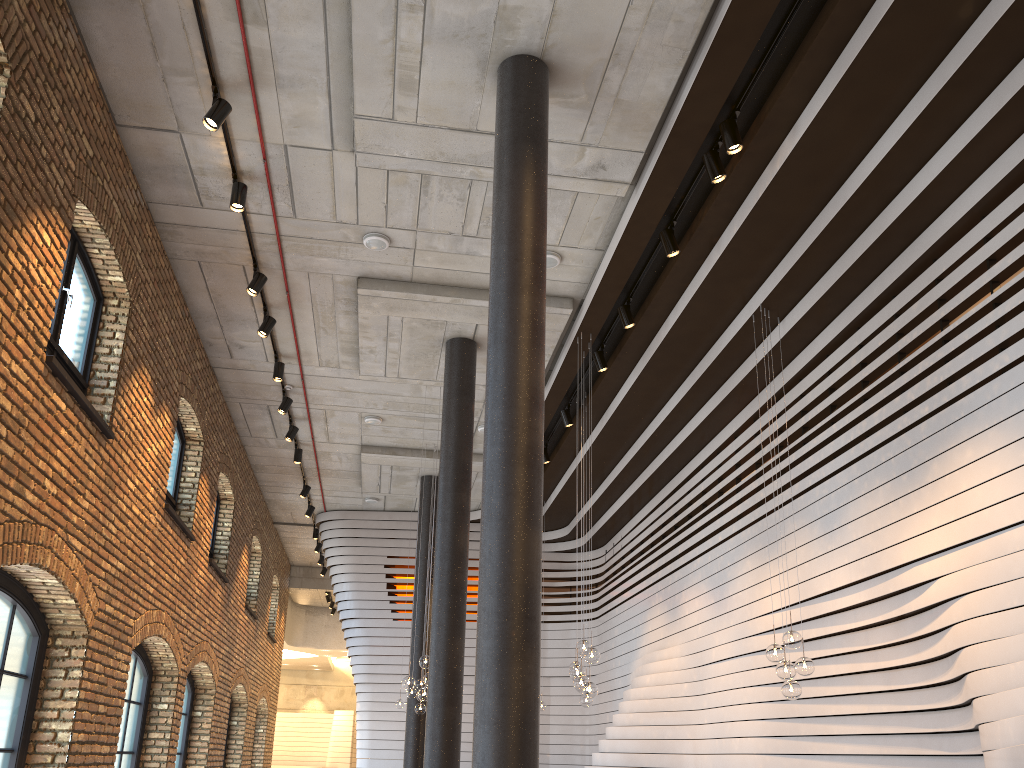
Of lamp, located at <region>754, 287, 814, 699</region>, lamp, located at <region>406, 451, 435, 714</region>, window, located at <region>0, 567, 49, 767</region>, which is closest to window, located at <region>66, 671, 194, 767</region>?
lamp, located at <region>406, 451, 435, 714</region>

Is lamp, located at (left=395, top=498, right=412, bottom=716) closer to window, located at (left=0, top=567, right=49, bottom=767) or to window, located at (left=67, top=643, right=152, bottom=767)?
window, located at (left=67, top=643, right=152, bottom=767)

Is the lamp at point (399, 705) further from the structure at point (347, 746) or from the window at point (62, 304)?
the structure at point (347, 746)

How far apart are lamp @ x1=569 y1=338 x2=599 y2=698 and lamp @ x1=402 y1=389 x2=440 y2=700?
2.20m

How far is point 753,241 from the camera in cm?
804

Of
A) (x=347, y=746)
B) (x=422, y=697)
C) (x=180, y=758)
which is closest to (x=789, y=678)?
(x=422, y=697)

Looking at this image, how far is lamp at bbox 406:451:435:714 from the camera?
12.63m

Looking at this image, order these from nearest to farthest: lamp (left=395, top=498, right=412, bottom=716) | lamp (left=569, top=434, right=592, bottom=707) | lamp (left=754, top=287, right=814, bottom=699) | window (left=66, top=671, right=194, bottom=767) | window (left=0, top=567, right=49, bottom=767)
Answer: window (left=0, top=567, right=49, bottom=767) → lamp (left=754, top=287, right=814, bottom=699) → lamp (left=569, top=434, right=592, bottom=707) → window (left=66, top=671, right=194, bottom=767) → lamp (left=395, top=498, right=412, bottom=716)

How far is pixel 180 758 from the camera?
12.80m

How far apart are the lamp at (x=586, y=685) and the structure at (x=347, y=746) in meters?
24.0
